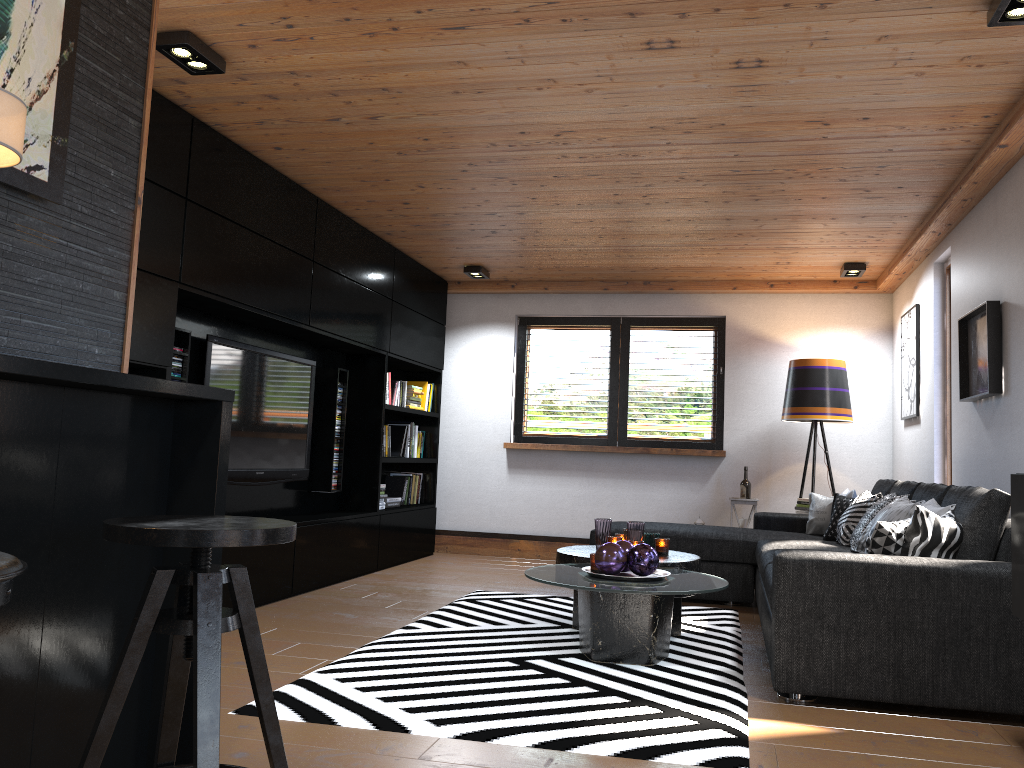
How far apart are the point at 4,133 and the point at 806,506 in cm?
603

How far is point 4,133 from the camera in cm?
170

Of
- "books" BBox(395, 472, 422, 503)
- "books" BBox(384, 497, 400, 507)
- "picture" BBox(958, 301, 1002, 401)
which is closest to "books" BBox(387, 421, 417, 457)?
"books" BBox(395, 472, 422, 503)

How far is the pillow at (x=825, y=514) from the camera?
5.80m

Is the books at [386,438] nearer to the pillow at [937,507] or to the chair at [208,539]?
the pillow at [937,507]

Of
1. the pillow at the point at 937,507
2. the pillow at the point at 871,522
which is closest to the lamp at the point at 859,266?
the pillow at the point at 871,522

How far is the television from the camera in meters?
5.0 m

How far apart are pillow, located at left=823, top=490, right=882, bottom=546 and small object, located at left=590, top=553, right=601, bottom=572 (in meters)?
1.80

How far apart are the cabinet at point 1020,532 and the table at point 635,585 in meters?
1.1

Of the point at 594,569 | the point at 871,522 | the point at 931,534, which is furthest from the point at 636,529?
the point at 931,534
